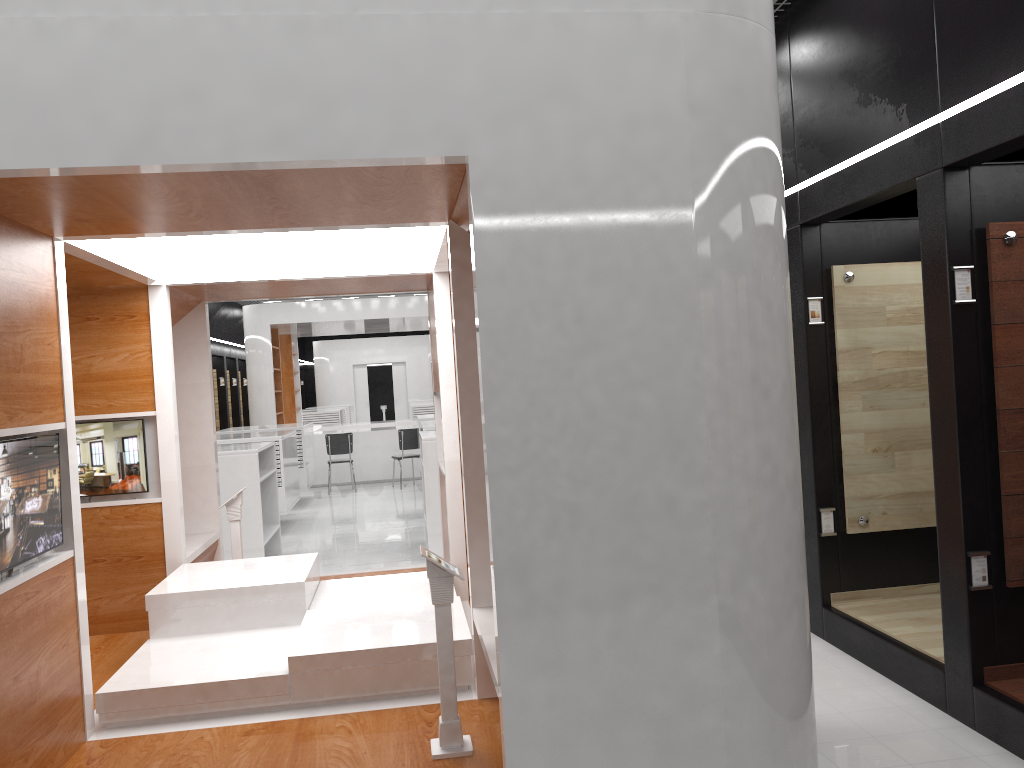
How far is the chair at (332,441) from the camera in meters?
14.7 m

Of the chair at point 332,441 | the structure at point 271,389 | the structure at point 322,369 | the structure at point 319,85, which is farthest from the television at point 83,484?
the structure at point 322,369

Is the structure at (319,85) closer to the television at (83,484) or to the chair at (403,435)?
the television at (83,484)

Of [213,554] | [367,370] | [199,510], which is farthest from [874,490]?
[367,370]

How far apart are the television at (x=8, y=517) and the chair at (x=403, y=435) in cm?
1101

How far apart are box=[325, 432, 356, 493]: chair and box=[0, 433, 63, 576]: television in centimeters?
1095cm

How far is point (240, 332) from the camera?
21.4 meters

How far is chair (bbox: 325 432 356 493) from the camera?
14.7 meters

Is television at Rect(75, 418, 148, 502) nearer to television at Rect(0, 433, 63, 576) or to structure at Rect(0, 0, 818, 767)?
structure at Rect(0, 0, 818, 767)

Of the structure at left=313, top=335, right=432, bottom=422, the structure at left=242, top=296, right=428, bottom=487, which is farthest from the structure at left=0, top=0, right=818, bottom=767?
the structure at left=313, top=335, right=432, bottom=422
